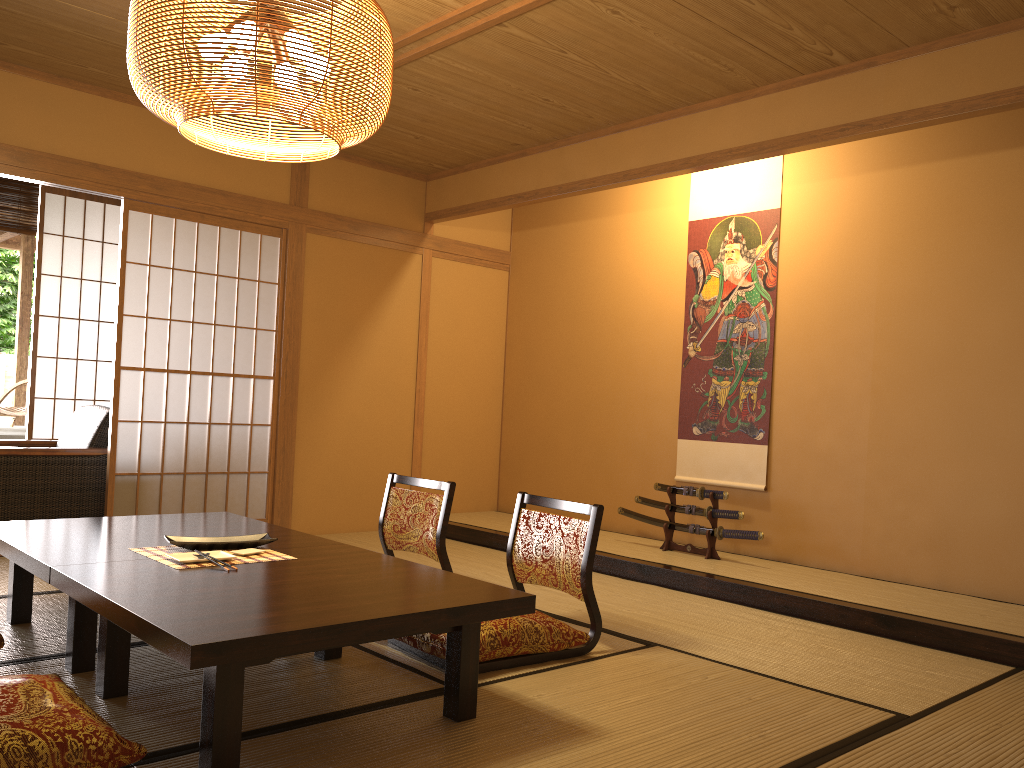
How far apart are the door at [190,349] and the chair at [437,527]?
1.6 meters

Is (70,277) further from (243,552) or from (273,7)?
(273,7)

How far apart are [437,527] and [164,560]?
1.4 meters

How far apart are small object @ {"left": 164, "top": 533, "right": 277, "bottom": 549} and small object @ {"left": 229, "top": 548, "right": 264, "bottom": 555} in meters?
0.1 m

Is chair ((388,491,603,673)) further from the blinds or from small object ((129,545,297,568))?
the blinds

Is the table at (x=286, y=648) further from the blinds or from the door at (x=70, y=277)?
the blinds

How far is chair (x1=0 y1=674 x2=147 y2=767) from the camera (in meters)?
1.83

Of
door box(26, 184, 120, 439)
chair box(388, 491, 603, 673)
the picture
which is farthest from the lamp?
door box(26, 184, 120, 439)

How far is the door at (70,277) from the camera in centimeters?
629cm

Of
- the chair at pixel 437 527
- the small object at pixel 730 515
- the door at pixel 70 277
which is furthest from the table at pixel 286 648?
the door at pixel 70 277
